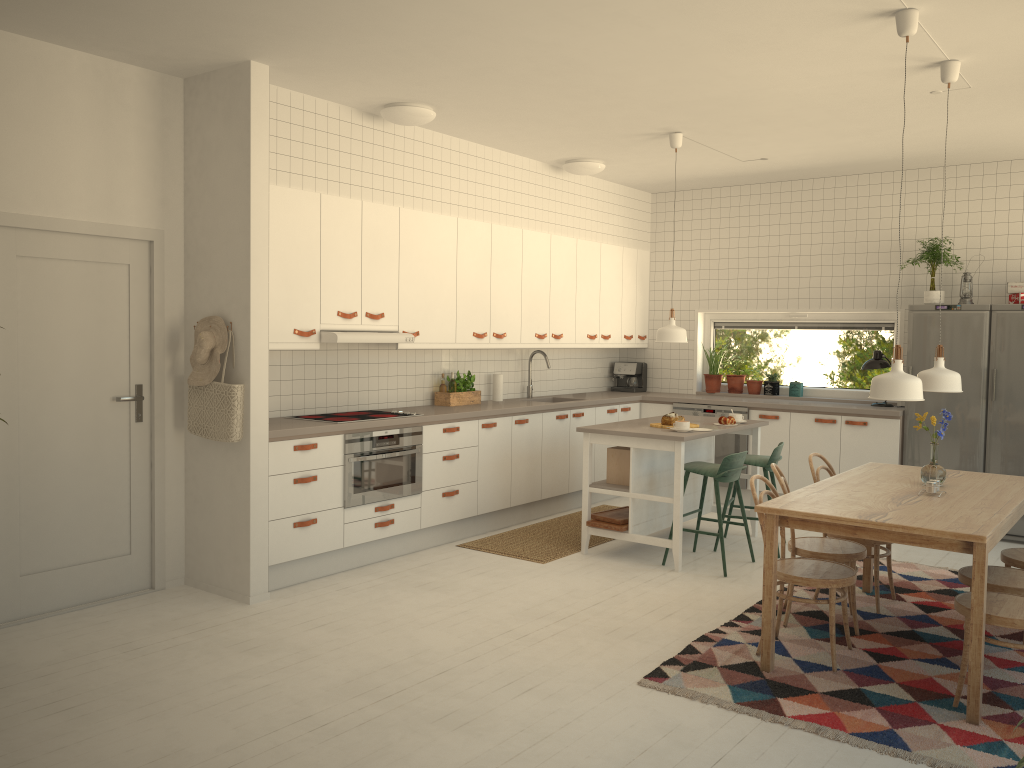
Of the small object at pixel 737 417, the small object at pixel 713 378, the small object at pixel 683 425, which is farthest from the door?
the small object at pixel 713 378

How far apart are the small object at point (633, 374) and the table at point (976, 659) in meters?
3.7 m

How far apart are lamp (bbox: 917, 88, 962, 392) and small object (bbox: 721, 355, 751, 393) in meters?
3.7

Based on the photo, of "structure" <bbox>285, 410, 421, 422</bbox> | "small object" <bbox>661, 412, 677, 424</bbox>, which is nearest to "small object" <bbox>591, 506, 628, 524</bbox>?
"small object" <bbox>661, 412, 677, 424</bbox>

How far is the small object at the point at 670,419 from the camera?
6.0m

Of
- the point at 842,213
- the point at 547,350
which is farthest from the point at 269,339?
the point at 842,213

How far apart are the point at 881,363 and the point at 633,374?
2.3 meters

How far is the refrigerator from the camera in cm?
649

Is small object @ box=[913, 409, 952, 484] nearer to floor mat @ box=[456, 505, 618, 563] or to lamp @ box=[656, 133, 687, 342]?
lamp @ box=[656, 133, 687, 342]

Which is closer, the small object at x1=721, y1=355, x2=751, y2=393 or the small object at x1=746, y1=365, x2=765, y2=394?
the small object at x1=746, y1=365, x2=765, y2=394
